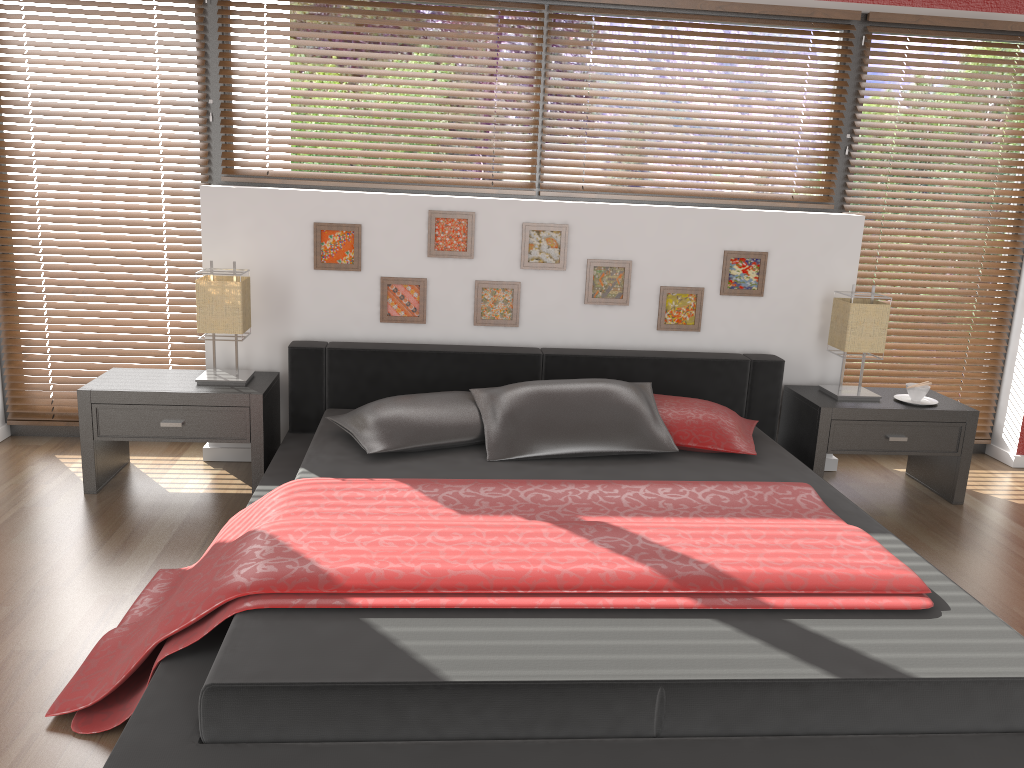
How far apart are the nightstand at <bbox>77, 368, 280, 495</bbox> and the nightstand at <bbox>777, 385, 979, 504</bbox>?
2.28m

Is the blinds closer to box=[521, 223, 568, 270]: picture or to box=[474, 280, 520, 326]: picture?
box=[521, 223, 568, 270]: picture

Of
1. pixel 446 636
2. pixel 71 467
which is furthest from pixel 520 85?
pixel 446 636

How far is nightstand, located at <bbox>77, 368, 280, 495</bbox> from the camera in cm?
344

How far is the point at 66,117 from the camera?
3.90m

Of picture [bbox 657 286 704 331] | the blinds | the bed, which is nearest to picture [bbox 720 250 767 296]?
picture [bbox 657 286 704 331]

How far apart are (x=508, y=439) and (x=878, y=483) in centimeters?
194cm

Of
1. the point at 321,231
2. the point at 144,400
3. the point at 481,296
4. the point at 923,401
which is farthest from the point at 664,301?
the point at 144,400

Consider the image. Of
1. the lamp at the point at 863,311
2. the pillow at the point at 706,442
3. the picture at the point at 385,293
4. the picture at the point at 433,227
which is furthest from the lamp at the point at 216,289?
the lamp at the point at 863,311

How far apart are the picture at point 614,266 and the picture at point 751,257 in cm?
44
